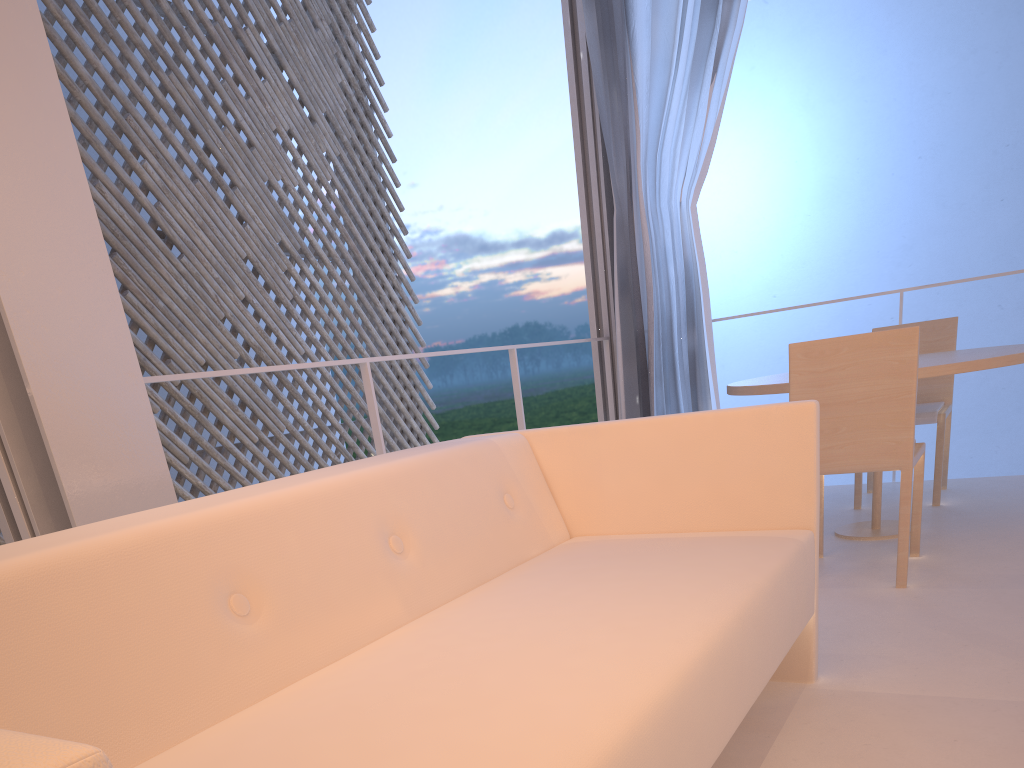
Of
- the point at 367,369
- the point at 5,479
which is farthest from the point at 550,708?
the point at 367,369

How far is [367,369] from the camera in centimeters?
165cm

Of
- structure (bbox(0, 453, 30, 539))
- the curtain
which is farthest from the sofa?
the curtain

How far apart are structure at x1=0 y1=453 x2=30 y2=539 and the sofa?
0.39m

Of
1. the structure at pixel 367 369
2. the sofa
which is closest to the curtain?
the structure at pixel 367 369

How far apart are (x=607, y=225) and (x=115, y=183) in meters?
2.0

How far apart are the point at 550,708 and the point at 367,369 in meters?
1.2

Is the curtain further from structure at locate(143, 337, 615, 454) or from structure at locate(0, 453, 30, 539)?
structure at locate(0, 453, 30, 539)

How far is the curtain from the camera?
2.4m

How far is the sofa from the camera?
0.52m
